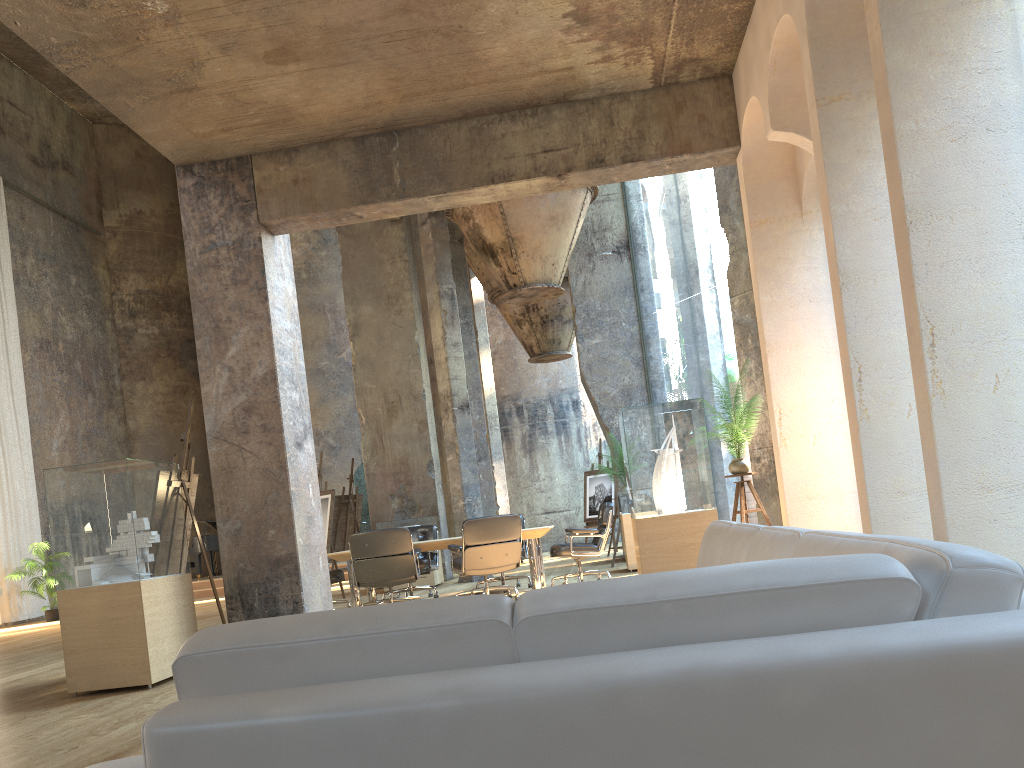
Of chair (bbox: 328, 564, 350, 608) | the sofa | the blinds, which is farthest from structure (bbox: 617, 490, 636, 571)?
the blinds

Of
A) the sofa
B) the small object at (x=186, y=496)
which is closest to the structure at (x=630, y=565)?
the small object at (x=186, y=496)

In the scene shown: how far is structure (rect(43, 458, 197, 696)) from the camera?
5.71m

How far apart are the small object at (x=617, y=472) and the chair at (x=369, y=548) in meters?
4.1 m

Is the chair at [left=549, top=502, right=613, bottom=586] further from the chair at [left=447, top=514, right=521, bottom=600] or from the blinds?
the blinds

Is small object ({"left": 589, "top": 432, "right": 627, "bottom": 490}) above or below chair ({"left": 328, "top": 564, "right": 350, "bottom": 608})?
above

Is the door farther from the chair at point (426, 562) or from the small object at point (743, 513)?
the small object at point (743, 513)

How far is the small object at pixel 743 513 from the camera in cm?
694

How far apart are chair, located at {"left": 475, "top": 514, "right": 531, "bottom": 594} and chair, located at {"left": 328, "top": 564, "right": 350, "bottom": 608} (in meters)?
1.83

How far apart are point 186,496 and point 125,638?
1.56m
